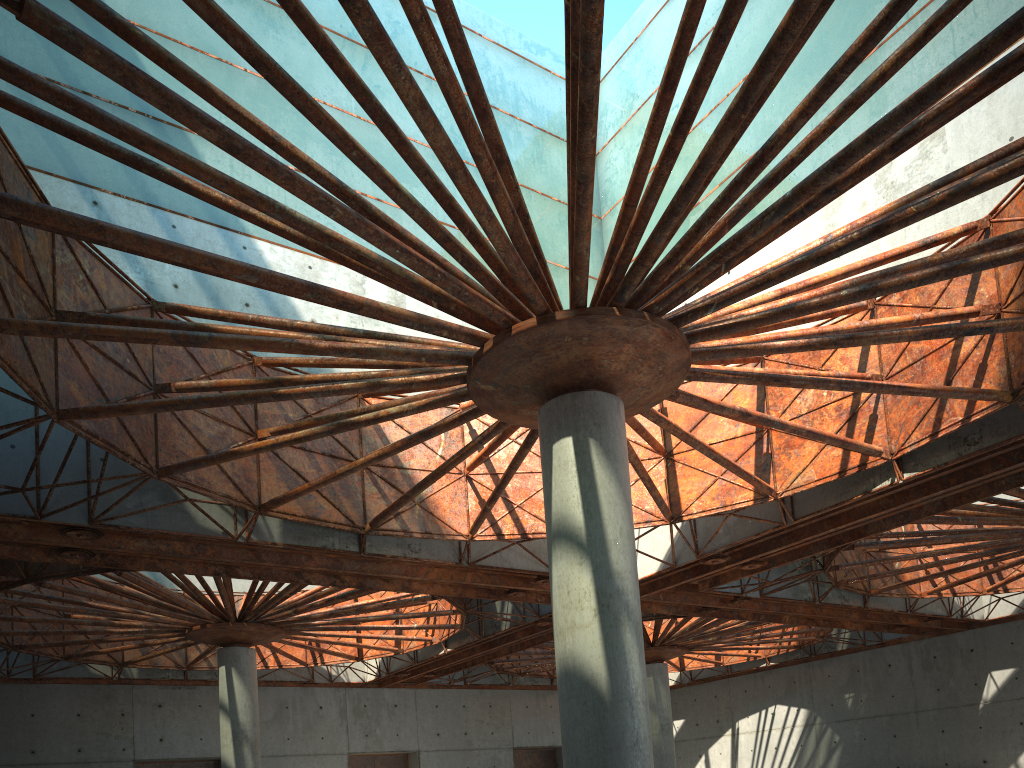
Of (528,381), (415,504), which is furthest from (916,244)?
(415,504)

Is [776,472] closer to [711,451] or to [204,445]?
[711,451]
